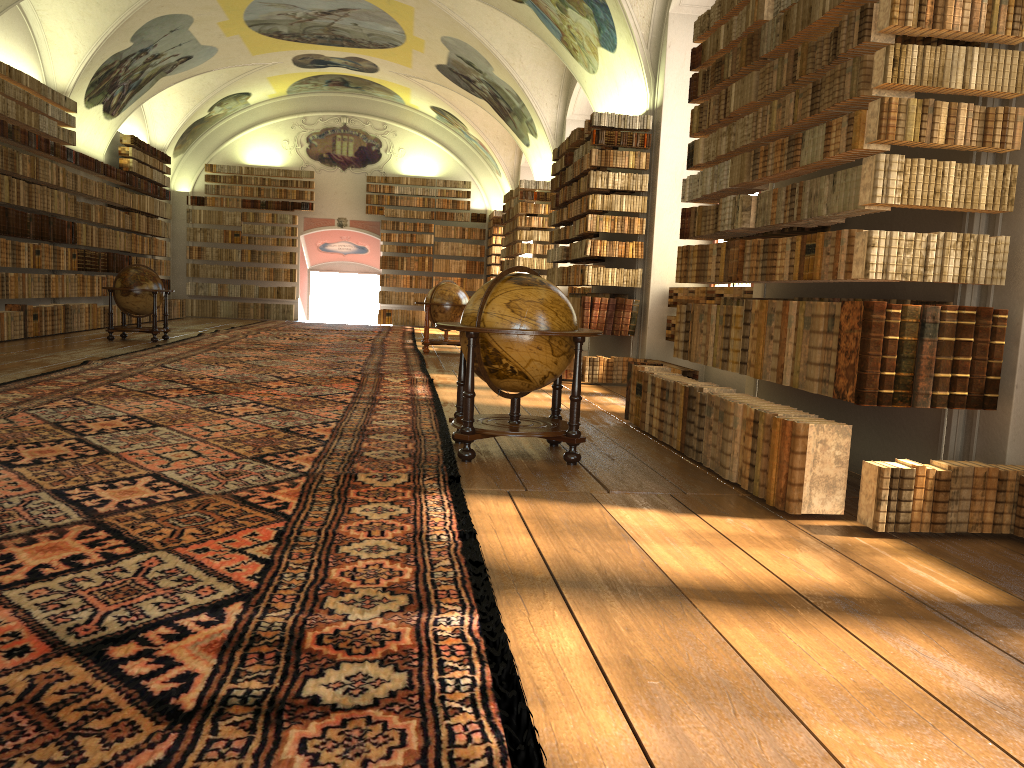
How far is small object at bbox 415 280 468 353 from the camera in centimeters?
1714cm

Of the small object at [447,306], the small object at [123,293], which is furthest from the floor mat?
the small object at [123,293]

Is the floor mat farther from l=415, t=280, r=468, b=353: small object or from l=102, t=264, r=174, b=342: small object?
l=102, t=264, r=174, b=342: small object

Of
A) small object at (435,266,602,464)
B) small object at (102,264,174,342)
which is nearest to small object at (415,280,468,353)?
small object at (102,264,174,342)

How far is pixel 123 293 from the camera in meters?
16.4 m

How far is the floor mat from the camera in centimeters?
239cm

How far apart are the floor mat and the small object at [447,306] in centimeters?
26cm

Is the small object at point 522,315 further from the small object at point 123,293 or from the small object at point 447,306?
the small object at point 123,293

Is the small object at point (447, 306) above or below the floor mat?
above

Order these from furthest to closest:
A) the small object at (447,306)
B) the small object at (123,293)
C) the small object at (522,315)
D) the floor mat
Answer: the small object at (447,306) → the small object at (123,293) → the small object at (522,315) → the floor mat
